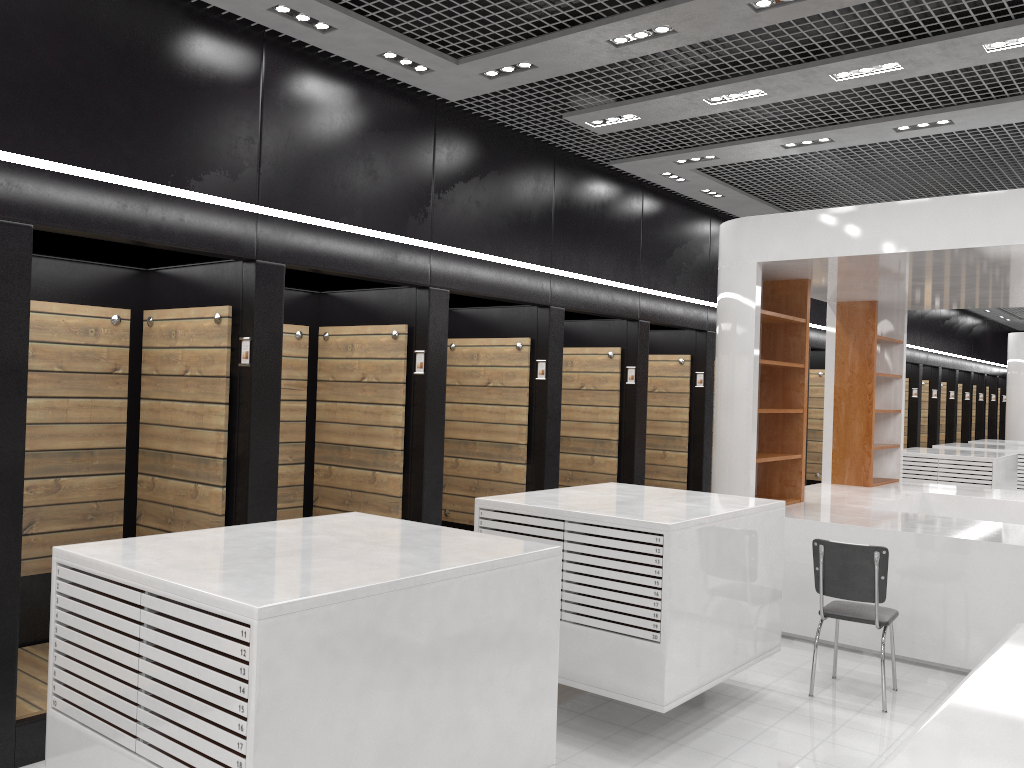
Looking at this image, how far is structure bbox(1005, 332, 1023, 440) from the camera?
17.57m

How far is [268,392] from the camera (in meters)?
5.28

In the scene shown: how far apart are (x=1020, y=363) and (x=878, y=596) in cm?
1464

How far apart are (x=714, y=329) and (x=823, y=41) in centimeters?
499cm

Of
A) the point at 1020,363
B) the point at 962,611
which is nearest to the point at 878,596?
the point at 962,611

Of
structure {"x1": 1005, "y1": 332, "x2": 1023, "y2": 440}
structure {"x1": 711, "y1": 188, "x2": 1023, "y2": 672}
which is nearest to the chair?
structure {"x1": 711, "y1": 188, "x2": 1023, "y2": 672}

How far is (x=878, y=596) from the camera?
5.3 meters

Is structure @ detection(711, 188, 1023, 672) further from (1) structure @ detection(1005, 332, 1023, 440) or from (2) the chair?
(1) structure @ detection(1005, 332, 1023, 440)

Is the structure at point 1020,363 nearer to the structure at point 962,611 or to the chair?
the structure at point 962,611

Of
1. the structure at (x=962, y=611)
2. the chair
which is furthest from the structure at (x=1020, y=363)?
the chair
